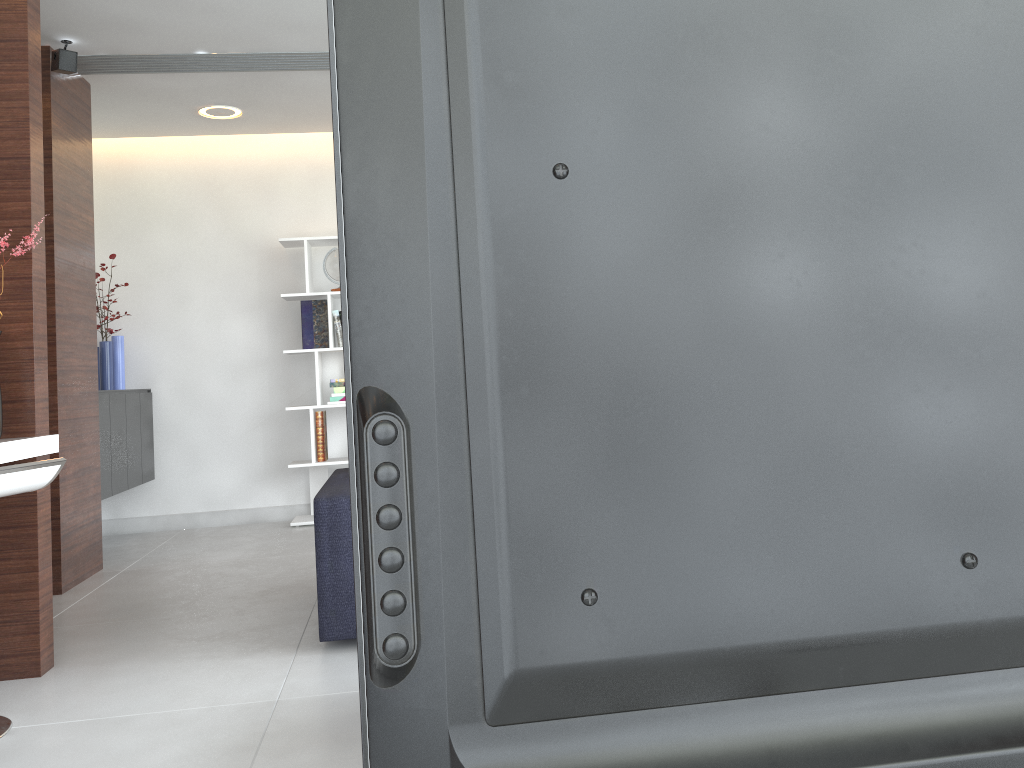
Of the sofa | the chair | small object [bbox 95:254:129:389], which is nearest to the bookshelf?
small object [bbox 95:254:129:389]

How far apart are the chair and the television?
2.21m

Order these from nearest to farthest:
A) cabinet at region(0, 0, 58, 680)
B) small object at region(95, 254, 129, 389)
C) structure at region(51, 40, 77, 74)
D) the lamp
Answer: cabinet at region(0, 0, 58, 680)
structure at region(51, 40, 77, 74)
the lamp
small object at region(95, 254, 129, 389)

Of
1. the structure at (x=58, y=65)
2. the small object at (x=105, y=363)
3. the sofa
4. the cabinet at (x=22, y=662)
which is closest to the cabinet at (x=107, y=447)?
the small object at (x=105, y=363)

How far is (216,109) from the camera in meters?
5.2

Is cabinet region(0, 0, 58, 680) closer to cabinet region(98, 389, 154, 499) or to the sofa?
the sofa

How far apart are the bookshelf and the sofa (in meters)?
1.94

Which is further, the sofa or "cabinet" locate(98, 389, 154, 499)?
"cabinet" locate(98, 389, 154, 499)

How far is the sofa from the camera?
3.0 meters

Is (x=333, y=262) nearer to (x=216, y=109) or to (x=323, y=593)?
(x=216, y=109)
